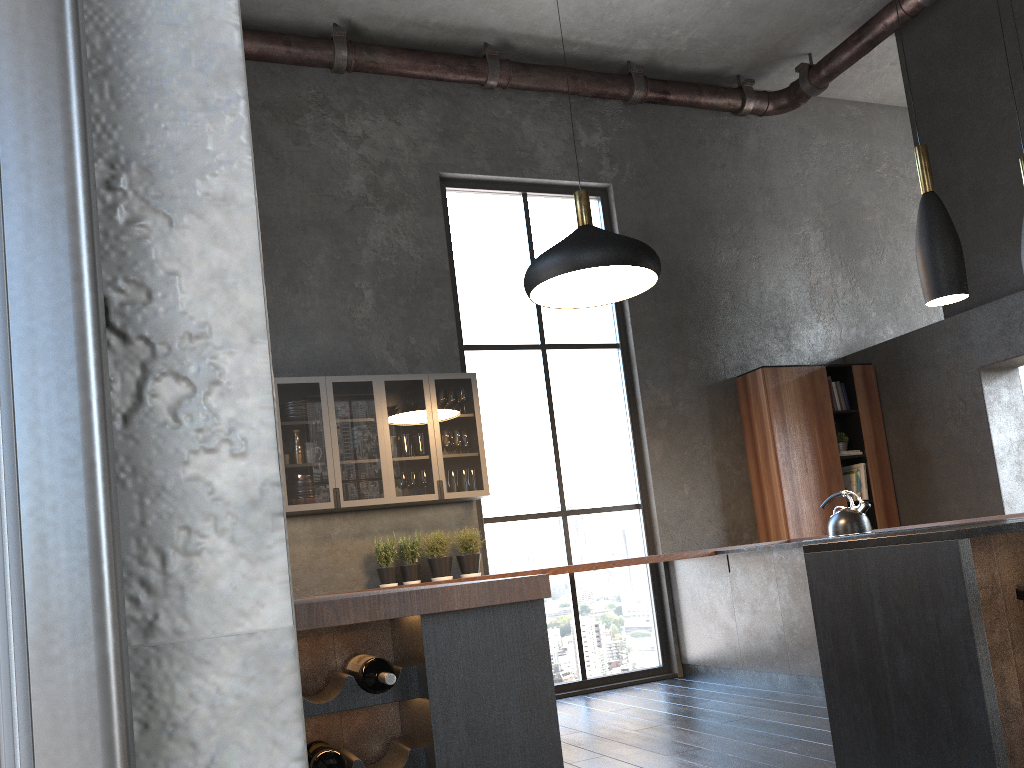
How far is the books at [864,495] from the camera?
7.3m

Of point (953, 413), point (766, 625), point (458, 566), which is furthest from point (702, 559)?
point (953, 413)

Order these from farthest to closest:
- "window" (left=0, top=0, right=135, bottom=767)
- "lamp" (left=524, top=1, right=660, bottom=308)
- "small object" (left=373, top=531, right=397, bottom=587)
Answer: "small object" (left=373, top=531, right=397, bottom=587) < "lamp" (left=524, top=1, right=660, bottom=308) < "window" (left=0, top=0, right=135, bottom=767)

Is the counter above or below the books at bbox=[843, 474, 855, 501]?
below

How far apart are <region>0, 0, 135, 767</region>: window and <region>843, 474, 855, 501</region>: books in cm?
759

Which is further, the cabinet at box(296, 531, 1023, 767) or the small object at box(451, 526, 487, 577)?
the small object at box(451, 526, 487, 577)

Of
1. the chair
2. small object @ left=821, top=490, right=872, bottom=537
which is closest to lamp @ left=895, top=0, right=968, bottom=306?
the chair

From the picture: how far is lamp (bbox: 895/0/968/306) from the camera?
3.3 meters

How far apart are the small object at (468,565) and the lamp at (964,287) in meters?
3.5 m

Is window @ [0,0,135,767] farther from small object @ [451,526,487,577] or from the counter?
small object @ [451,526,487,577]
